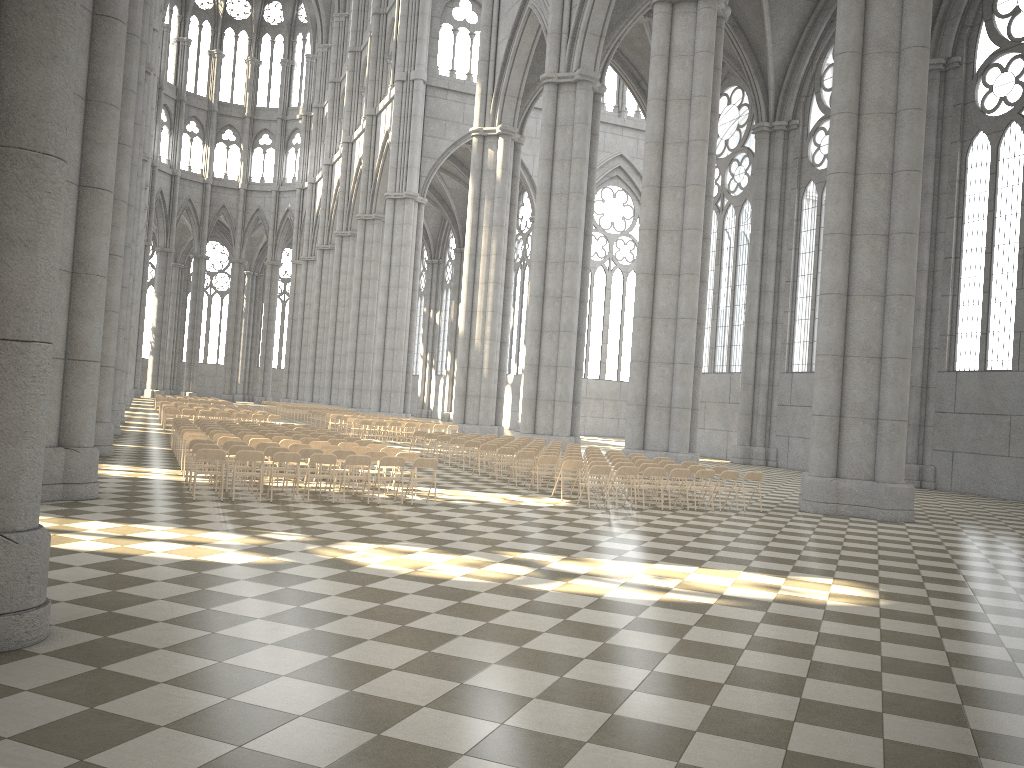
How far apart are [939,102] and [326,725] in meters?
31.0 m

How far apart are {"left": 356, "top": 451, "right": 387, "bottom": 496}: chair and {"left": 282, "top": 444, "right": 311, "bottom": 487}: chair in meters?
1.6 m

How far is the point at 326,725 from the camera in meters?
4.9

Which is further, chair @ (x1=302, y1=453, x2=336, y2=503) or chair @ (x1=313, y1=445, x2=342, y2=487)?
chair @ (x1=313, y1=445, x2=342, y2=487)

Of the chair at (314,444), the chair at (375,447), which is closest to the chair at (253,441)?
the chair at (314,444)

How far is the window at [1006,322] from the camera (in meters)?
26.99

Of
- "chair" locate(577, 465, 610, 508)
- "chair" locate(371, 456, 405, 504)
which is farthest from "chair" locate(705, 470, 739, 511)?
"chair" locate(371, 456, 405, 504)

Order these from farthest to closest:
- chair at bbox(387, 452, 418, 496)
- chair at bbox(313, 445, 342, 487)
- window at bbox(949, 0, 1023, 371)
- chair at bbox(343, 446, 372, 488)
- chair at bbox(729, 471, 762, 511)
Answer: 1. window at bbox(949, 0, 1023, 371)
2. chair at bbox(729, 471, 762, 511)
3. chair at bbox(343, 446, 372, 488)
4. chair at bbox(313, 445, 342, 487)
5. chair at bbox(387, 452, 418, 496)

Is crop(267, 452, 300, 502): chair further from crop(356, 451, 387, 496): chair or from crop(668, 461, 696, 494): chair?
crop(668, 461, 696, 494): chair

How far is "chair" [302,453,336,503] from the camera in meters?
14.5
